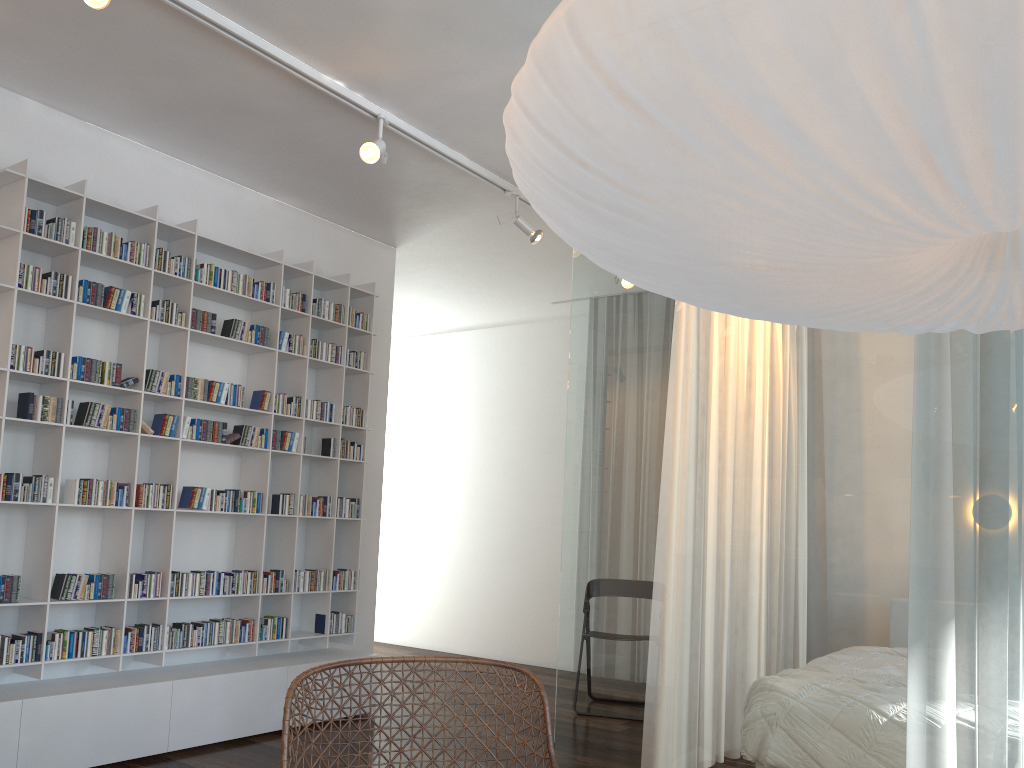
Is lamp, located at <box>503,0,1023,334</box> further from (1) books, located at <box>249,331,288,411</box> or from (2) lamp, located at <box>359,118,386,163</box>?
(1) books, located at <box>249,331,288,411</box>

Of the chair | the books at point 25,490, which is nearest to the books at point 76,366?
the books at point 25,490

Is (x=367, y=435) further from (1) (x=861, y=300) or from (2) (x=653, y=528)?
(1) (x=861, y=300)

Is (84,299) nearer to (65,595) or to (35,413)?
(35,413)

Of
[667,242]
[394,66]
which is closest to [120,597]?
[394,66]

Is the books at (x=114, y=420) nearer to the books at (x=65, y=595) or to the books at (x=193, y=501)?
the books at (x=193, y=501)

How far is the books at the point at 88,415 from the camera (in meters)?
3.74

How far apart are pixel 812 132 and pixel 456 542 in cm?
673

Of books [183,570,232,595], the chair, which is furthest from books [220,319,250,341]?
the chair

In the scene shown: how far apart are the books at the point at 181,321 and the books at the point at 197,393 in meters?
0.3
